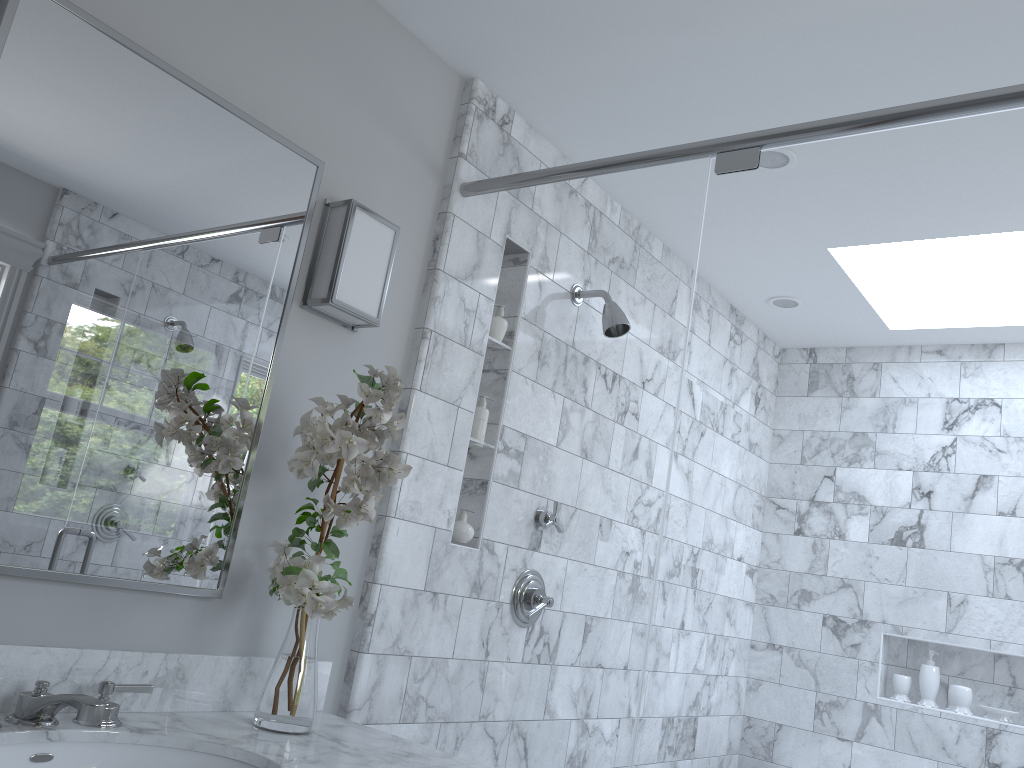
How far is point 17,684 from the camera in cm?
149

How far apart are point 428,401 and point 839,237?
3.0m

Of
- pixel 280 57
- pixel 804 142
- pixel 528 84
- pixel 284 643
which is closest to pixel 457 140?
pixel 528 84

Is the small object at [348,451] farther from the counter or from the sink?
the sink

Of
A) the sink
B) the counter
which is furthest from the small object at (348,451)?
the sink

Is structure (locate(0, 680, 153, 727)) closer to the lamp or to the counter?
the counter

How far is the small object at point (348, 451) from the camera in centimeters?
166cm

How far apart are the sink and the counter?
0.0m

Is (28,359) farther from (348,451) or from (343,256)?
(343,256)

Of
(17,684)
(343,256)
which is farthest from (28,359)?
(343,256)
